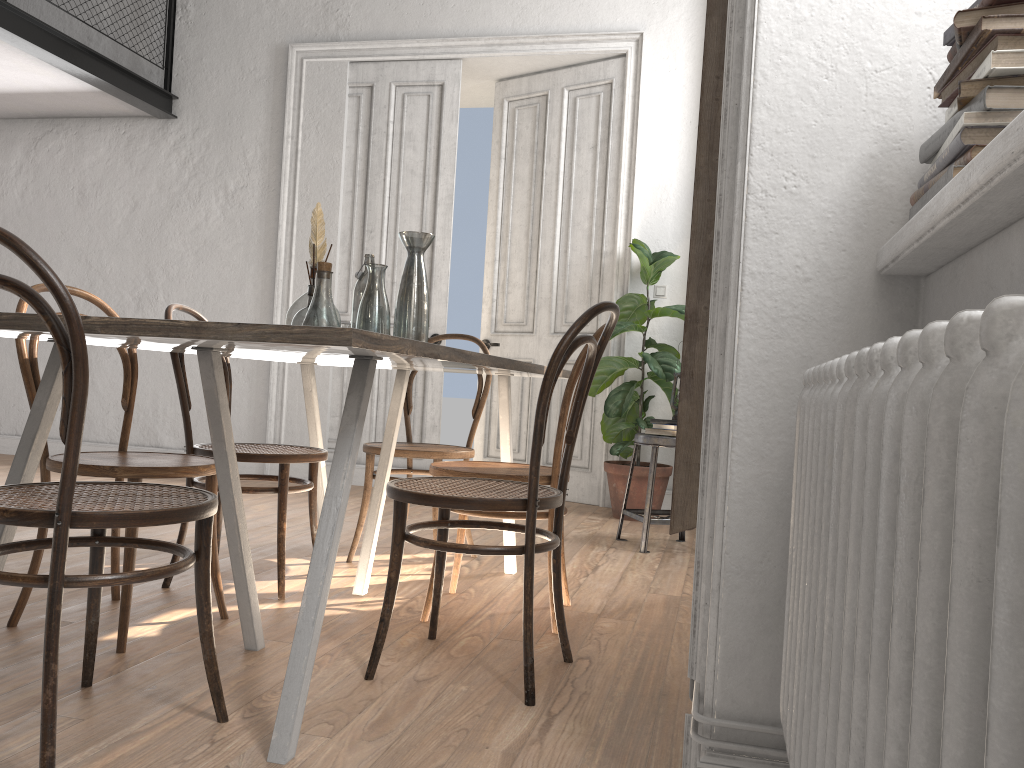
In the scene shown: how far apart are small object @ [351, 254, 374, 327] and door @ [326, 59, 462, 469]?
3.1 meters

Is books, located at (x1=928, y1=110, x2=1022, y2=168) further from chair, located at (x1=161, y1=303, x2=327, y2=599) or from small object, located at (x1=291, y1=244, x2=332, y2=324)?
chair, located at (x1=161, y1=303, x2=327, y2=599)

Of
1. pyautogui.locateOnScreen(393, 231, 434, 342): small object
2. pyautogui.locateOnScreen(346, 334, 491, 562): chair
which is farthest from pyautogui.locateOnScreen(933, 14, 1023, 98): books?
pyautogui.locateOnScreen(346, 334, 491, 562): chair

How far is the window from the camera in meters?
0.8

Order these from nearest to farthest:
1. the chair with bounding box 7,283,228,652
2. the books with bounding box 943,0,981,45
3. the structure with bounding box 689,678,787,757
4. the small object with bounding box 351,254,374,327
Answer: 1. the books with bounding box 943,0,981,45
2. the structure with bounding box 689,678,787,757
3. the chair with bounding box 7,283,228,652
4. the small object with bounding box 351,254,374,327

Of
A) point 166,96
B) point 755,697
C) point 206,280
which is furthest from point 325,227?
point 755,697

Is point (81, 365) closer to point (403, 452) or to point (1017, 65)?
point (1017, 65)

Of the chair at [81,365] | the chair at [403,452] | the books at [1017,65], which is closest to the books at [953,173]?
the books at [1017,65]

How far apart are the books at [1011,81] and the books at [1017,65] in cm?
1

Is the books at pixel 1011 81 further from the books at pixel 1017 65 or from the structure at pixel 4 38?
the structure at pixel 4 38
